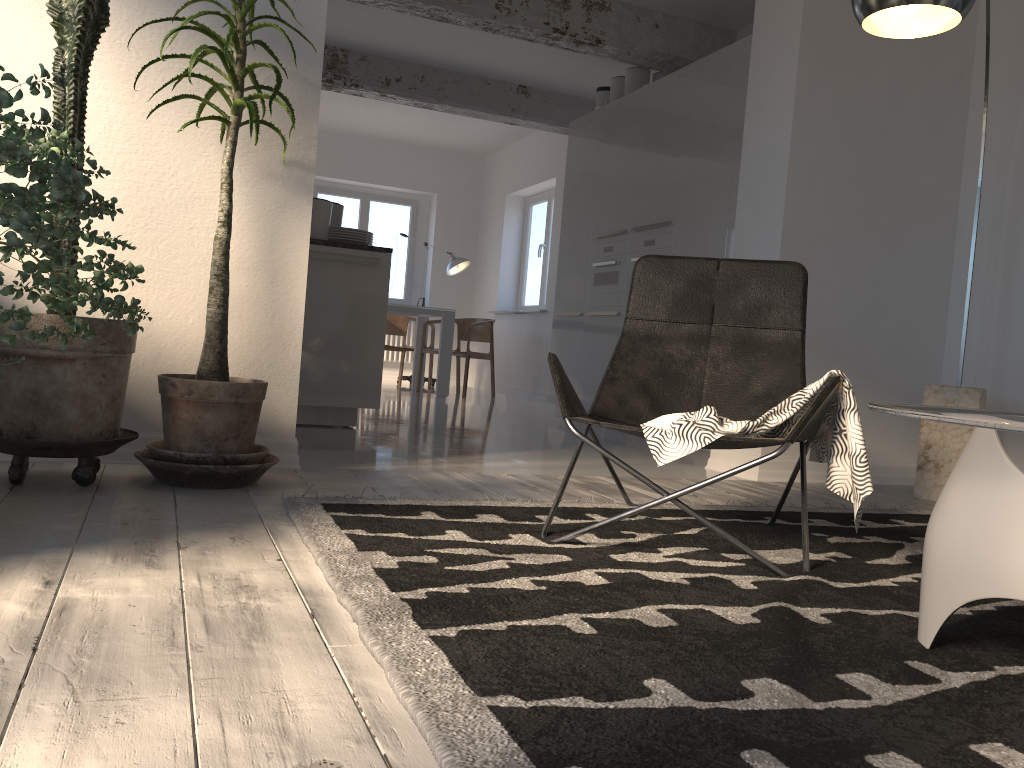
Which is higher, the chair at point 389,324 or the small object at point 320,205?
the small object at point 320,205

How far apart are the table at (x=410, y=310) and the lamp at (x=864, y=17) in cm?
533

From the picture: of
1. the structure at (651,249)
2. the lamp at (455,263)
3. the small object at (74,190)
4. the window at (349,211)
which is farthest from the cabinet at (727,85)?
the window at (349,211)

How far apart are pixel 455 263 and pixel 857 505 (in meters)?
8.34

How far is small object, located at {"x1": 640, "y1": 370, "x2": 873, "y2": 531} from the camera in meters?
2.1 m

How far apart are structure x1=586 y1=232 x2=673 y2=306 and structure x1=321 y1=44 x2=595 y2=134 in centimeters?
206cm

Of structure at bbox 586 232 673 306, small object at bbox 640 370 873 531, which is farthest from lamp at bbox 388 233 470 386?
small object at bbox 640 370 873 531

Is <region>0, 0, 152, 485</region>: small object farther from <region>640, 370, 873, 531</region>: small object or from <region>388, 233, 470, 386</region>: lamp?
<region>388, 233, 470, 386</region>: lamp

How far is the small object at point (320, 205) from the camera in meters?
4.7

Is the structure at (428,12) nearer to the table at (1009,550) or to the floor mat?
the floor mat
